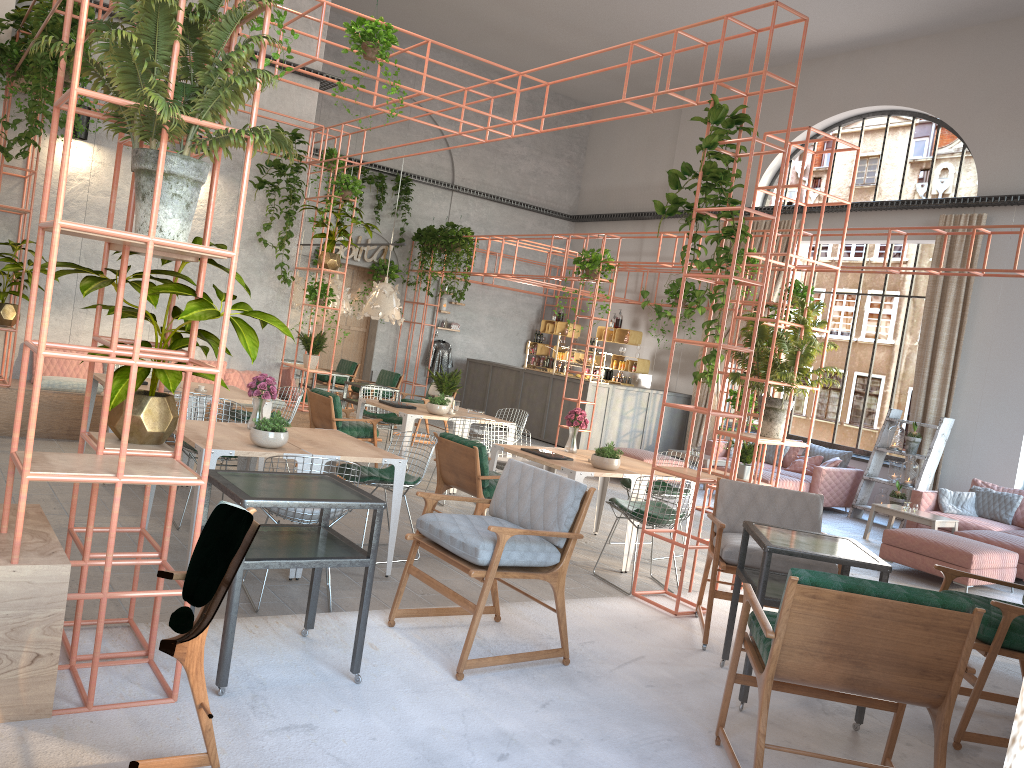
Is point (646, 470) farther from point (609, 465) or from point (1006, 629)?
point (1006, 629)

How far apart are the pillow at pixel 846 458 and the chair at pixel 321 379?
8.0 meters

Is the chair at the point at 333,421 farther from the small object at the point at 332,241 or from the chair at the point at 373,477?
the chair at the point at 373,477

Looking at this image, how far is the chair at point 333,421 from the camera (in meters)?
9.10

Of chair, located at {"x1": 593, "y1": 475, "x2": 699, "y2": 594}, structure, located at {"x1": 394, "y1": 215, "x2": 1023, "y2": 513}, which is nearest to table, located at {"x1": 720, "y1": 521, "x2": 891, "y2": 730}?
chair, located at {"x1": 593, "y1": 475, "x2": 699, "y2": 594}

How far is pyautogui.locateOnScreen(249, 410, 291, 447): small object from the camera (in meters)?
5.60

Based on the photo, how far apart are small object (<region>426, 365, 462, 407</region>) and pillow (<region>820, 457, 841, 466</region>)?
6.0m

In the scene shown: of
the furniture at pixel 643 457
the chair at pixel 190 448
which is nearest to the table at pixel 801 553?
the chair at pixel 190 448

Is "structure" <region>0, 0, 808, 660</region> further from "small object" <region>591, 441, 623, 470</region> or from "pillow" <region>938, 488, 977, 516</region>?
"pillow" <region>938, 488, 977, 516</region>

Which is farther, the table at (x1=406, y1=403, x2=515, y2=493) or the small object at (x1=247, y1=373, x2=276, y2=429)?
the table at (x1=406, y1=403, x2=515, y2=493)
